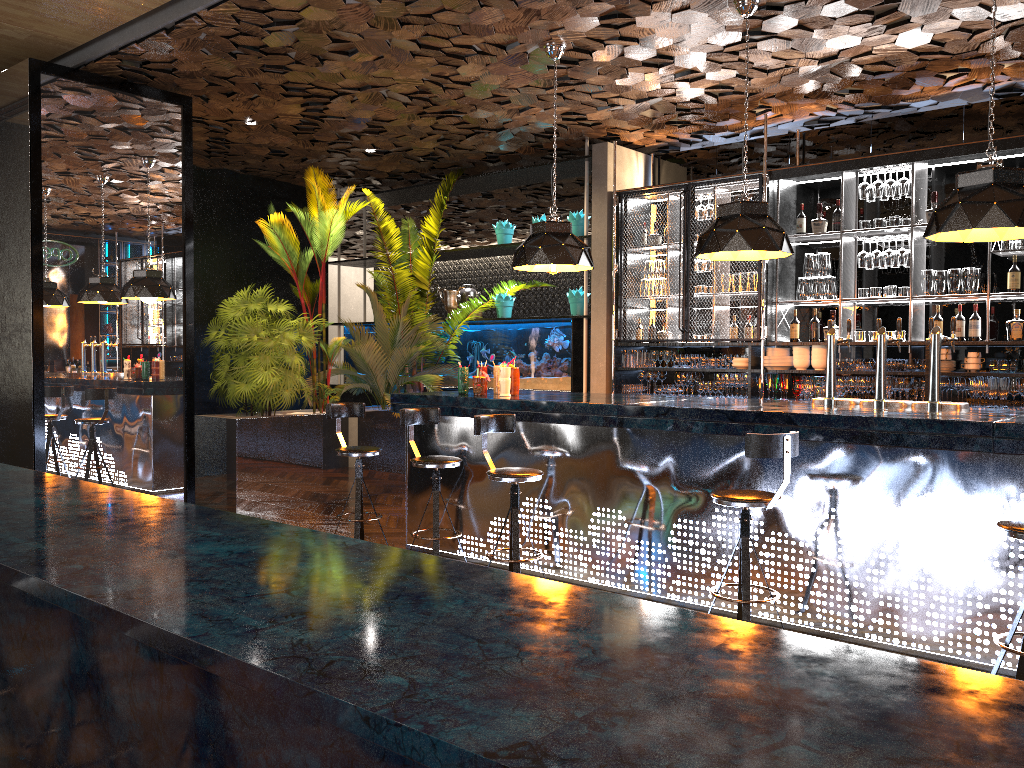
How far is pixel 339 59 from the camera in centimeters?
658cm

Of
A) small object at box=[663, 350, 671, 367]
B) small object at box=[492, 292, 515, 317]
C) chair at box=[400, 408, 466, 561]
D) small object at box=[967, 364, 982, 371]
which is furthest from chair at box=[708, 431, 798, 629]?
small object at box=[492, 292, 515, 317]

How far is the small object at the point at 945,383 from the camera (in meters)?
6.91

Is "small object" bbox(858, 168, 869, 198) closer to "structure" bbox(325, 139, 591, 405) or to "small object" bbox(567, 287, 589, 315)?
"structure" bbox(325, 139, 591, 405)

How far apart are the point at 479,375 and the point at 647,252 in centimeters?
285cm

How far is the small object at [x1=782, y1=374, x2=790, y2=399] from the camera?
7.75m

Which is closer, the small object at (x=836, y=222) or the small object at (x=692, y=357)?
the small object at (x=836, y=222)

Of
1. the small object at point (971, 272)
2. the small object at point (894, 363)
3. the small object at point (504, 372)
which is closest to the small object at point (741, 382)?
the small object at point (894, 363)

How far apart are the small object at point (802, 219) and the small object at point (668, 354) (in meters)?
1.62

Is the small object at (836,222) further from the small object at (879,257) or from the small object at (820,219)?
the small object at (879,257)
